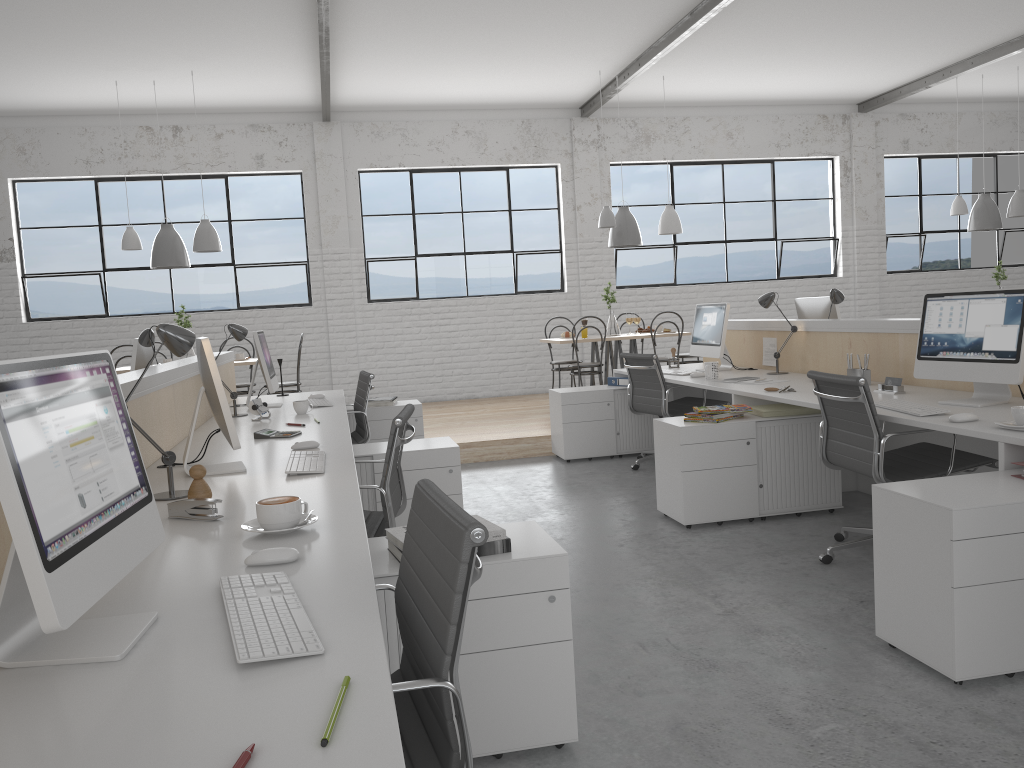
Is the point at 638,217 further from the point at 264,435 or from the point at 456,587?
the point at 456,587

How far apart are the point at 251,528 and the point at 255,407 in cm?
208

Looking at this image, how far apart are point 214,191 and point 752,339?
4.85m

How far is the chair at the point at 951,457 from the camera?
2.71m

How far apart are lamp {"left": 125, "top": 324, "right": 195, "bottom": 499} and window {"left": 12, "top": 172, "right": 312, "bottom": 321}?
5.6 meters

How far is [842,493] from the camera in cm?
390

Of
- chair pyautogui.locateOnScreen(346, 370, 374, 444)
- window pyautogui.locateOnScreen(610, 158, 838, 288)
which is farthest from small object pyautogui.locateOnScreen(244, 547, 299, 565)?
window pyautogui.locateOnScreen(610, 158, 838, 288)

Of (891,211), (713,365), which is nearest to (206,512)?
(713,365)

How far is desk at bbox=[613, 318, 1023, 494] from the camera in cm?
252

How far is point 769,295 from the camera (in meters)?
4.40
